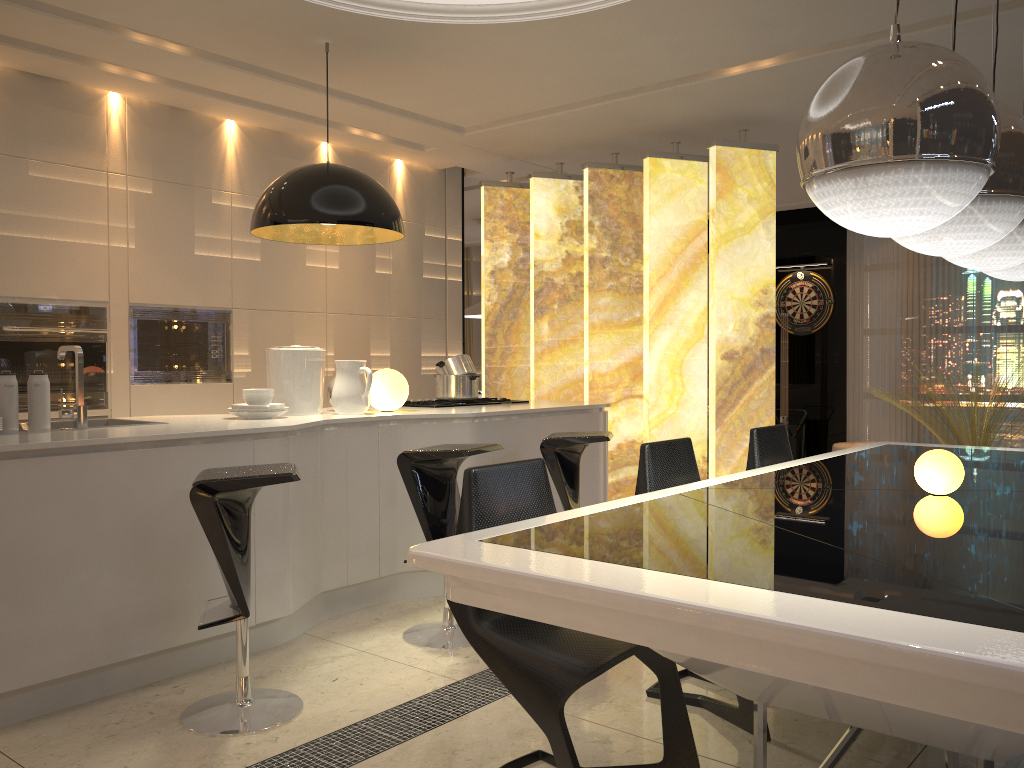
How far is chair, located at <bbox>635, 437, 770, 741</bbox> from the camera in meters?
2.7

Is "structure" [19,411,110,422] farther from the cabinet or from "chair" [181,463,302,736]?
"chair" [181,463,302,736]

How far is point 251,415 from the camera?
3.8 meters

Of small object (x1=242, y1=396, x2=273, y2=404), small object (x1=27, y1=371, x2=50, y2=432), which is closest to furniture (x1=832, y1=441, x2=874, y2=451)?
small object (x1=242, y1=396, x2=273, y2=404)

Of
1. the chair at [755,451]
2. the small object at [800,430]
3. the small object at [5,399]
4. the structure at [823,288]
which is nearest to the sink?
the small object at [5,399]

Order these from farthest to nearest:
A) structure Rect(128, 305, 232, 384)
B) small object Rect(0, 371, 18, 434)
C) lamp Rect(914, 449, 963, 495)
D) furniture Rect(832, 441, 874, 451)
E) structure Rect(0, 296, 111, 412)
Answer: furniture Rect(832, 441, 874, 451), structure Rect(128, 305, 232, 384), structure Rect(0, 296, 111, 412), small object Rect(0, 371, 18, 434), lamp Rect(914, 449, 963, 495)

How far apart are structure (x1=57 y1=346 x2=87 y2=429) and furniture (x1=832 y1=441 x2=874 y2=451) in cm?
684

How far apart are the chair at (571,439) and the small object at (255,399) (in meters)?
1.25

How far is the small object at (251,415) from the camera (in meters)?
3.82

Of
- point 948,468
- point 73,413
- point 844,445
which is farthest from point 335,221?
A: point 844,445
